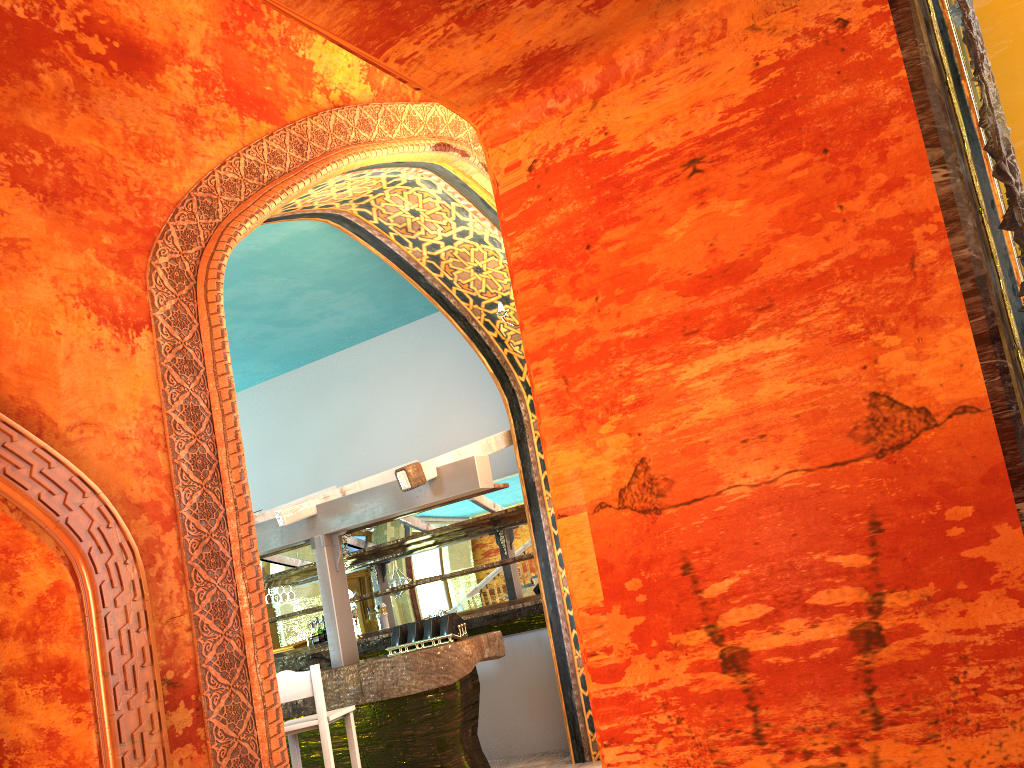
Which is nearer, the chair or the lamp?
the lamp

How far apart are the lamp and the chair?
3.0m

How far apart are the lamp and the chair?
3.02m

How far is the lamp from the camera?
5.3 meters

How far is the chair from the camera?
6.2m

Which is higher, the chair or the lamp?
the lamp

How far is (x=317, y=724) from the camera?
6.2 meters

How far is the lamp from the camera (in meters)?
5.29
